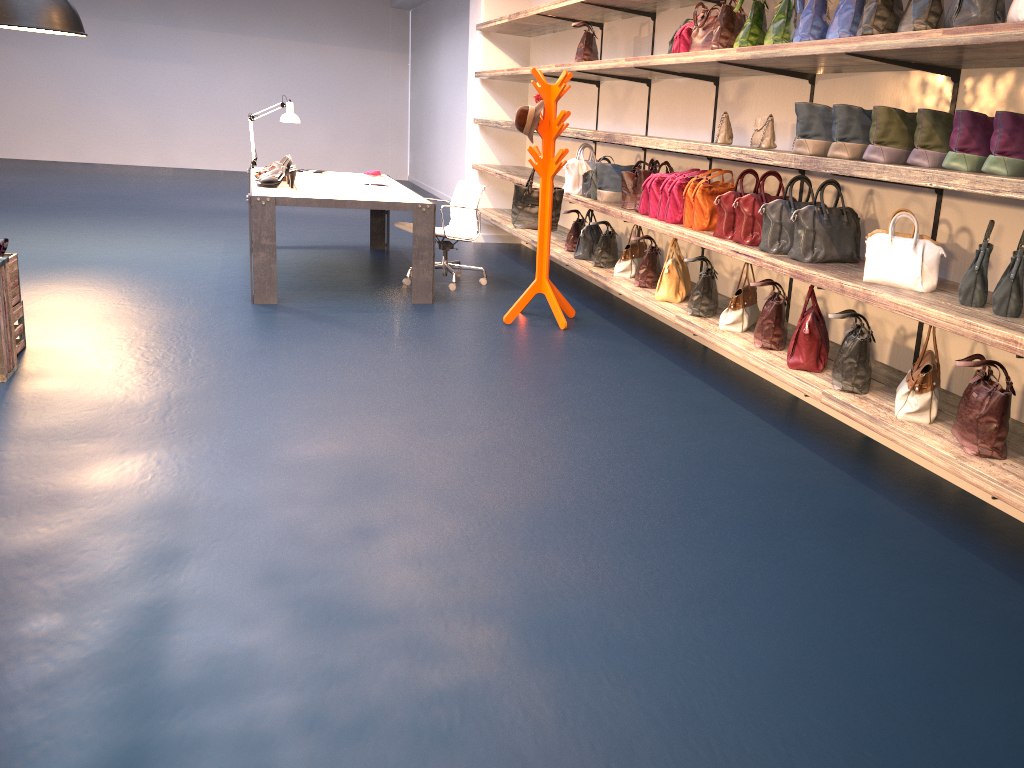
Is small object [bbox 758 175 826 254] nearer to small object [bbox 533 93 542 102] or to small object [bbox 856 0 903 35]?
small object [bbox 856 0 903 35]

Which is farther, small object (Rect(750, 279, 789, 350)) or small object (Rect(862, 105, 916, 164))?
small object (Rect(750, 279, 789, 350))

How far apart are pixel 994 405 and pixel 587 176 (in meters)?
3.96

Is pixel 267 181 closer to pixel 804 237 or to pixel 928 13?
pixel 804 237

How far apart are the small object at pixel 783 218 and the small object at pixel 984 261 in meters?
1.0 m

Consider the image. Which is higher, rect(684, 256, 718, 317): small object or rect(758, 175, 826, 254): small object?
rect(758, 175, 826, 254): small object

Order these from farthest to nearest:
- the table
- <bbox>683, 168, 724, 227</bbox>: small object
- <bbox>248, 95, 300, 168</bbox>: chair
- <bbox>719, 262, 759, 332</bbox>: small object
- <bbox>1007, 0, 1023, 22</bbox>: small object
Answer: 1. <bbox>248, 95, 300, 168</bbox>: chair
2. the table
3. <bbox>683, 168, 724, 227</bbox>: small object
4. <bbox>719, 262, 759, 332</bbox>: small object
5. <bbox>1007, 0, 1023, 22</bbox>: small object

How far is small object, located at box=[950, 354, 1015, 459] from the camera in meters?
2.8 m

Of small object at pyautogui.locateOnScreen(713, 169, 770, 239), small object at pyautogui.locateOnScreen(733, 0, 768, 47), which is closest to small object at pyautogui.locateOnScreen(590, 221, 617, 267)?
small object at pyautogui.locateOnScreen(713, 169, 770, 239)

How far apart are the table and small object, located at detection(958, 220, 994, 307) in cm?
403
